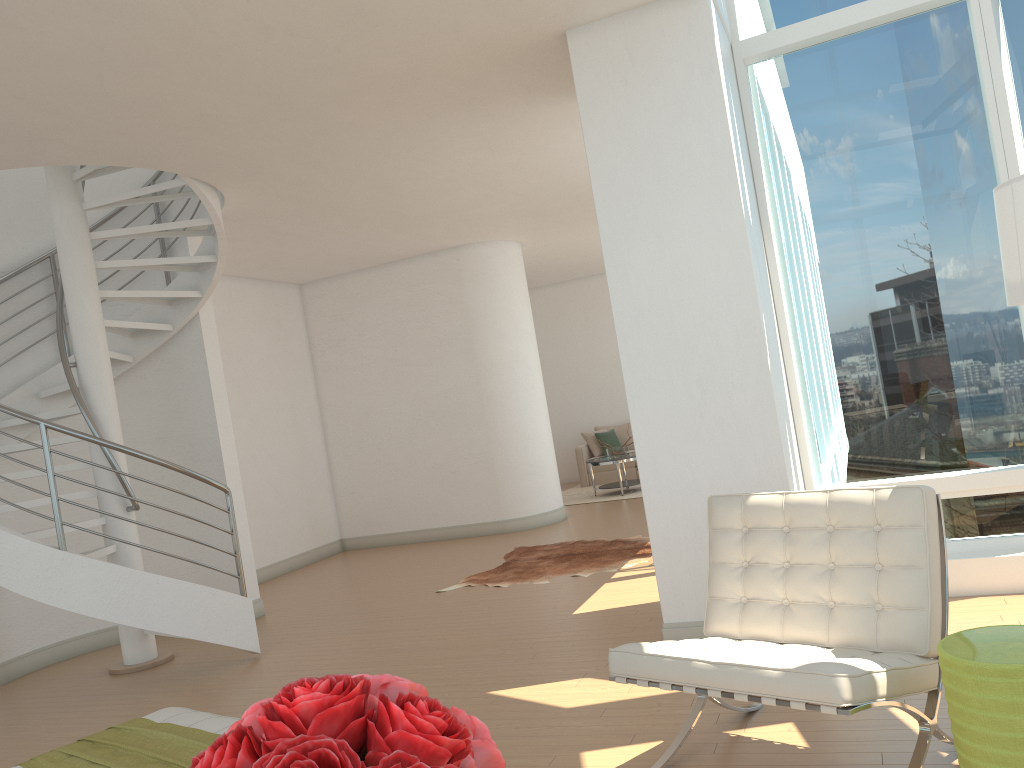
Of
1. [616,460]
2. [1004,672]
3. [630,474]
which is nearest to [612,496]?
[616,460]

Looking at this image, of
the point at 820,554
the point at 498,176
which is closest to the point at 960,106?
the point at 820,554

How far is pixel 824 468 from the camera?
5.4m

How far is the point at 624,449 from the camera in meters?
12.3 m

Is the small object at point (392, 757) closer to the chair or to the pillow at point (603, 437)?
the chair

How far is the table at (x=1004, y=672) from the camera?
2.4 meters

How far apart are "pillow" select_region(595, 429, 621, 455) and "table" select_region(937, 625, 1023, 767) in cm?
1129

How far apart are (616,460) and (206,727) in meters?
9.1 m

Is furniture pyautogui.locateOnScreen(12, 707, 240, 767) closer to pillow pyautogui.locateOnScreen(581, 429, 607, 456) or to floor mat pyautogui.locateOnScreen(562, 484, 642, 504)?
floor mat pyautogui.locateOnScreen(562, 484, 642, 504)

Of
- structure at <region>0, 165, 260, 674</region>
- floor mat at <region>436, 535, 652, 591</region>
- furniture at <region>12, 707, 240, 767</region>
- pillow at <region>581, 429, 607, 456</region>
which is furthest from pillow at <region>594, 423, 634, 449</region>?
furniture at <region>12, 707, 240, 767</region>
